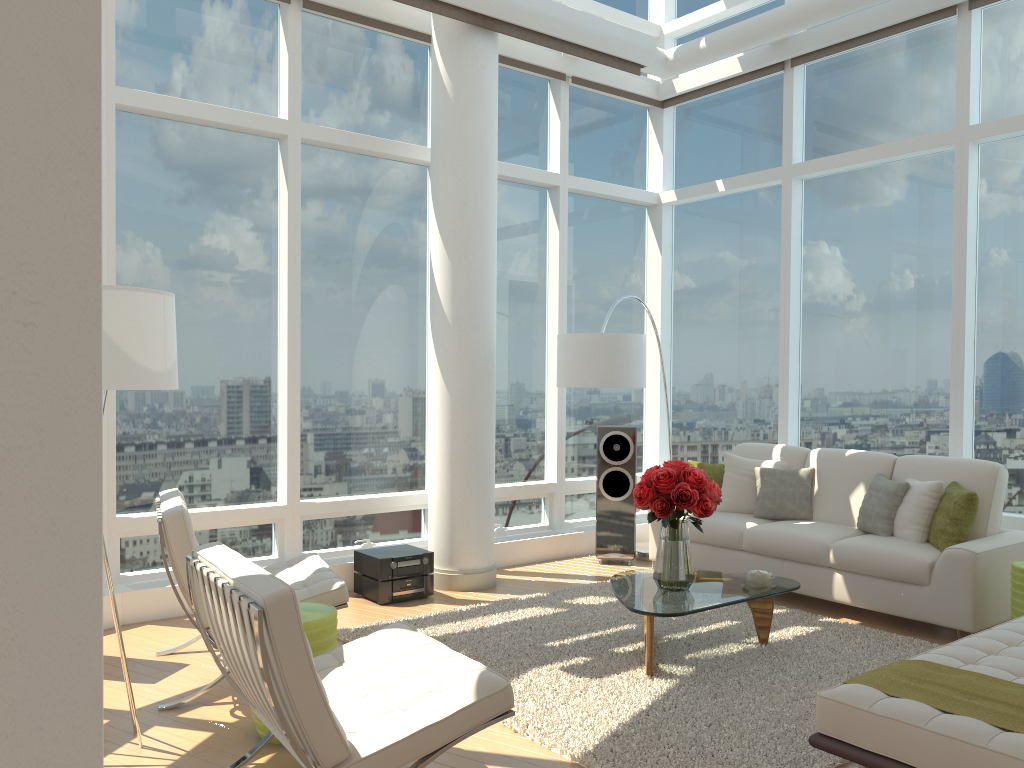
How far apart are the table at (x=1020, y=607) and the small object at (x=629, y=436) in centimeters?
303cm

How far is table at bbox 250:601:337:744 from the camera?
3.7m

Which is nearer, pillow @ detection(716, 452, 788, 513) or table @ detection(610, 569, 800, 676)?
table @ detection(610, 569, 800, 676)

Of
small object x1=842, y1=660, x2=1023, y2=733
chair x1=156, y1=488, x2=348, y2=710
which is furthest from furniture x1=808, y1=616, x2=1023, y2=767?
chair x1=156, y1=488, x2=348, y2=710

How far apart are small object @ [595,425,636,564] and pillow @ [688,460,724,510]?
0.5 meters

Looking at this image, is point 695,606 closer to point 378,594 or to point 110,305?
point 378,594

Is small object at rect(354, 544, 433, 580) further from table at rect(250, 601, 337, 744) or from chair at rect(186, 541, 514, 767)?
chair at rect(186, 541, 514, 767)

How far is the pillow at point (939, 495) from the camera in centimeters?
566cm

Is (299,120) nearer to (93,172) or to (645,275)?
(645,275)

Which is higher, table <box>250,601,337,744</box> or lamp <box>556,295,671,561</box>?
lamp <box>556,295,671,561</box>
